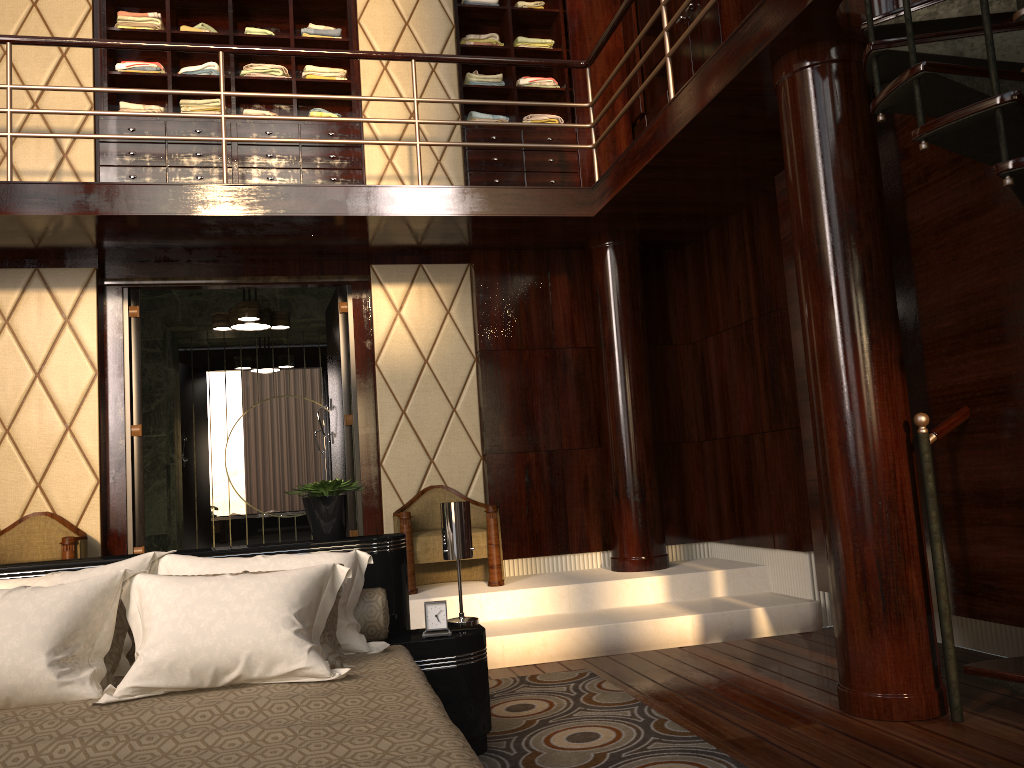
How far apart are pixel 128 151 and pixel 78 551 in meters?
2.3 m

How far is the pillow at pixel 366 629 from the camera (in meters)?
2.62

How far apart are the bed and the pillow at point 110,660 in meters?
0.0

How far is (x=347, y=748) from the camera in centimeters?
149cm

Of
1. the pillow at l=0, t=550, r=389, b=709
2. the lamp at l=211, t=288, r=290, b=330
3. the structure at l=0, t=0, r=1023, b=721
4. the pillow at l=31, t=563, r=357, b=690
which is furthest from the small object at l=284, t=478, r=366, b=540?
the lamp at l=211, t=288, r=290, b=330

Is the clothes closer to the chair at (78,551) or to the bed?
the chair at (78,551)

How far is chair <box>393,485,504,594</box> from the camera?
4.63m

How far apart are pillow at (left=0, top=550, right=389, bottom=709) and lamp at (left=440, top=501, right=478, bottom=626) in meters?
0.3 m

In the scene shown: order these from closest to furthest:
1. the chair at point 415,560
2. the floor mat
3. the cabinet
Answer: the floor mat
the chair at point 415,560
the cabinet

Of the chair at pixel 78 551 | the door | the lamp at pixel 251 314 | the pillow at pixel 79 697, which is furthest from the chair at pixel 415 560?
the pillow at pixel 79 697
